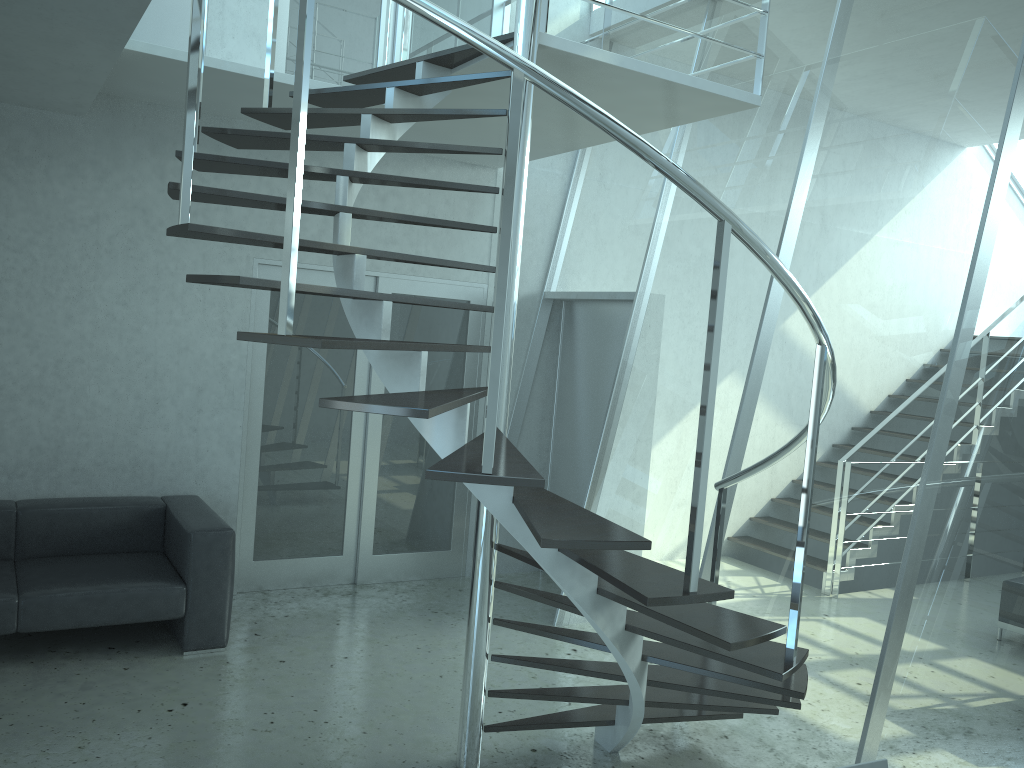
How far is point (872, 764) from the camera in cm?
209

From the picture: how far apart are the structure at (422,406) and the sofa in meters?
1.7 m

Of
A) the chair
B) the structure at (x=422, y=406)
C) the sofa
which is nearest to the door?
the sofa

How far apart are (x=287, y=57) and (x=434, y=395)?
3.6 meters

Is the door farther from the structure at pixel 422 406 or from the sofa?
the structure at pixel 422 406

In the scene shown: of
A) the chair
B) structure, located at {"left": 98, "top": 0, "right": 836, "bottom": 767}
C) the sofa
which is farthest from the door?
the chair

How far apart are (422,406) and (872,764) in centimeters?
141cm

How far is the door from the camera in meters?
5.7

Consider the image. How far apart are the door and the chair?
4.33m

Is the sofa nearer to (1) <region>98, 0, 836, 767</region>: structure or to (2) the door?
(2) the door
